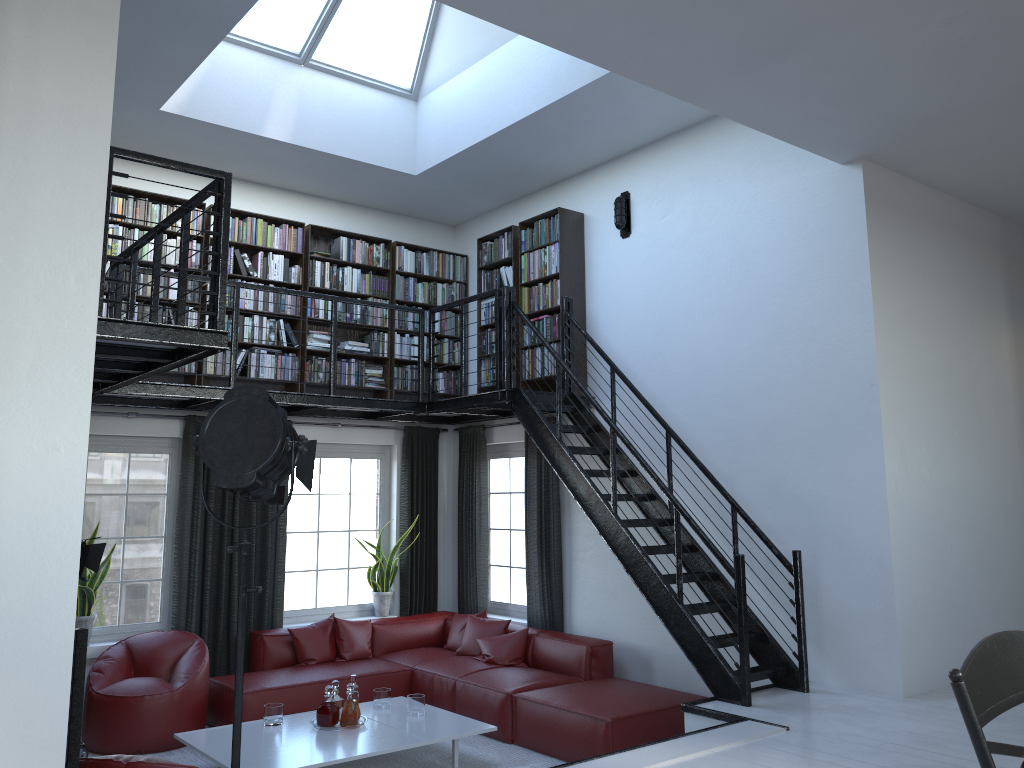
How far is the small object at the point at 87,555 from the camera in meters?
5.9

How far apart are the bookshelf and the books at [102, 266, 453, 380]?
0.0 meters

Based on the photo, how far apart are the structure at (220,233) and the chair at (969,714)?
3.64m

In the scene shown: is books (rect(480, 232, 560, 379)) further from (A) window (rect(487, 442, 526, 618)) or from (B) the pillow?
(B) the pillow

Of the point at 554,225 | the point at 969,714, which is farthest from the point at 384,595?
the point at 969,714

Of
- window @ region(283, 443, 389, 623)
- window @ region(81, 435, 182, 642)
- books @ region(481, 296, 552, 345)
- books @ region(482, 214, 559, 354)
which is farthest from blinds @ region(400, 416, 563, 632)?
window @ region(81, 435, 182, 642)

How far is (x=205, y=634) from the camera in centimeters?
718cm

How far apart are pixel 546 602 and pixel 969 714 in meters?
6.6

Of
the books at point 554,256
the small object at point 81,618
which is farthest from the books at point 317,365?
the small object at point 81,618

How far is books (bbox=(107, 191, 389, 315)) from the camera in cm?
701
